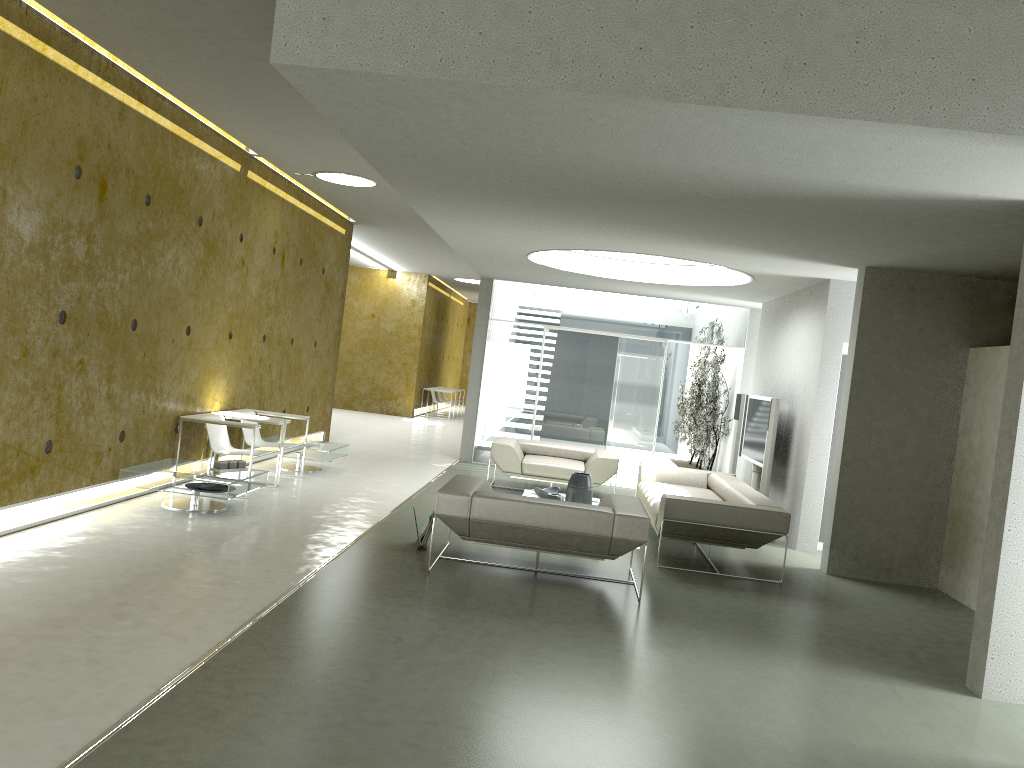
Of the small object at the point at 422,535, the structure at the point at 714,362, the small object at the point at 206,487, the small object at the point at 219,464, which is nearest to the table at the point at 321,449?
the small object at the point at 219,464

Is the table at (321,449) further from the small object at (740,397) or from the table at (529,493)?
the small object at (740,397)

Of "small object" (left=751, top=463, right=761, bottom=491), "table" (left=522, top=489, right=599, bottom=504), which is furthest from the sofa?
"small object" (left=751, top=463, right=761, bottom=491)

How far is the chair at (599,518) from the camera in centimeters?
602cm

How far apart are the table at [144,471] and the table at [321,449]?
2.03m

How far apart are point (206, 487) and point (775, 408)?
5.6 meters

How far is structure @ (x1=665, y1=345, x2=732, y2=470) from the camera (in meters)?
13.15

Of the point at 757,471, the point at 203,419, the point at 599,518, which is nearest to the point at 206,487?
the point at 203,419

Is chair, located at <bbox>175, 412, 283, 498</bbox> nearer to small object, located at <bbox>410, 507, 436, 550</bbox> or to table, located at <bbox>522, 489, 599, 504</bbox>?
small object, located at <bbox>410, 507, 436, 550</bbox>

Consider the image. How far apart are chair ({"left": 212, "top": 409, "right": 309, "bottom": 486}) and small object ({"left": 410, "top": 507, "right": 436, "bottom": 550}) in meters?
2.7 m
